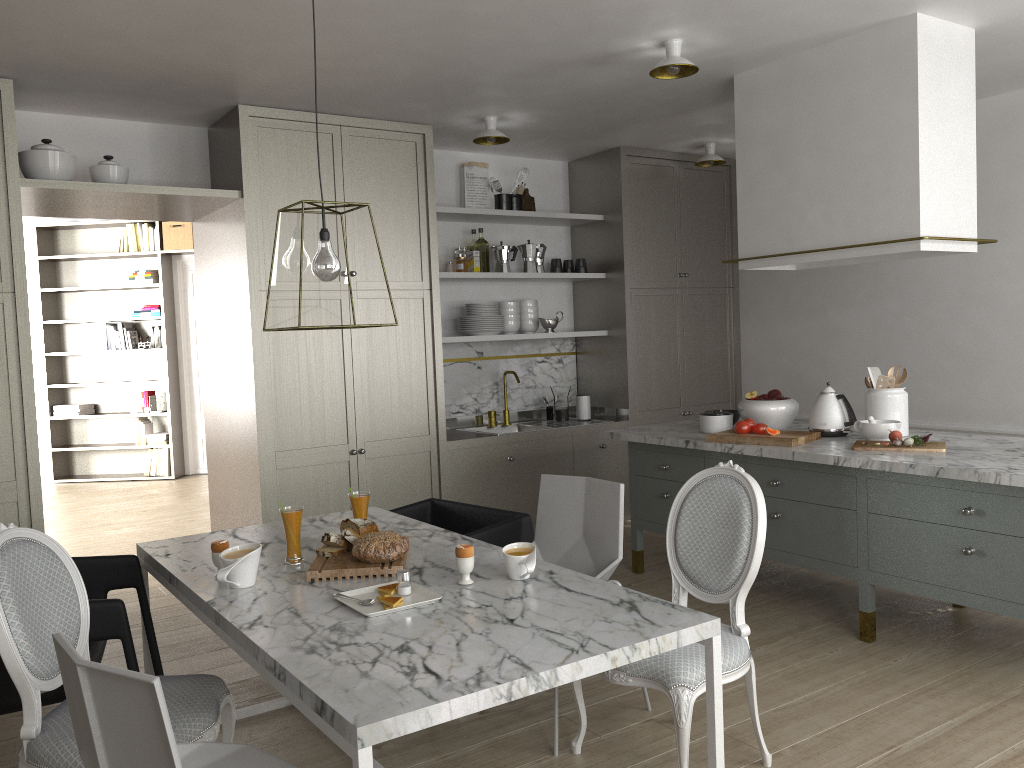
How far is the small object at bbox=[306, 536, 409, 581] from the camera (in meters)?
2.39

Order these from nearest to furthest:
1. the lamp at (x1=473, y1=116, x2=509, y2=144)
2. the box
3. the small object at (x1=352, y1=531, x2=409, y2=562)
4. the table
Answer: the table
the small object at (x1=352, y1=531, x2=409, y2=562)
the lamp at (x1=473, y1=116, x2=509, y2=144)
the box

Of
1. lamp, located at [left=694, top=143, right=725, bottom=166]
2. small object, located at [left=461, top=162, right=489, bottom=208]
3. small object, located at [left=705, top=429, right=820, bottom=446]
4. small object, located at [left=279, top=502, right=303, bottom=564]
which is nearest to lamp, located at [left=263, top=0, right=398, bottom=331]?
small object, located at [left=279, top=502, right=303, bottom=564]

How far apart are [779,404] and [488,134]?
2.02m

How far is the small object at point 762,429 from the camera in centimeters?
381cm

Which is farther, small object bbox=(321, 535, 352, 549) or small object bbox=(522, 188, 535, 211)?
small object bbox=(522, 188, 535, 211)

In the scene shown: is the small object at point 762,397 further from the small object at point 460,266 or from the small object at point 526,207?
the small object at point 526,207

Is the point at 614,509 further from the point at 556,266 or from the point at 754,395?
the point at 556,266

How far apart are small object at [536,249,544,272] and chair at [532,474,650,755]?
2.8 meters

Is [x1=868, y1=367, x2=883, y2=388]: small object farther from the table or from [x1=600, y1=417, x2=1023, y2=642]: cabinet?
the table
